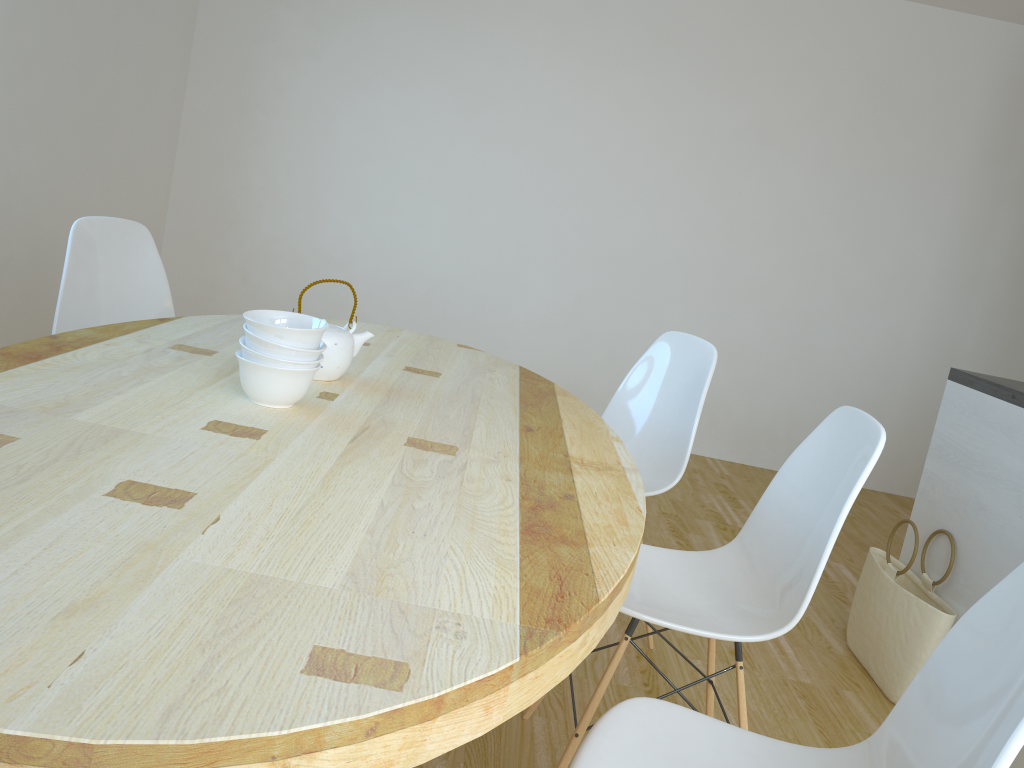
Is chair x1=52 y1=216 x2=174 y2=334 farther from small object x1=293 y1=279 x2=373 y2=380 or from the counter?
the counter

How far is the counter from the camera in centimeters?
246cm

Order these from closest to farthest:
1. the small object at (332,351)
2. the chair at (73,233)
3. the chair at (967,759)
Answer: the chair at (967,759) → the small object at (332,351) → the chair at (73,233)

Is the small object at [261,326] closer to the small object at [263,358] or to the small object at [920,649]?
the small object at [263,358]

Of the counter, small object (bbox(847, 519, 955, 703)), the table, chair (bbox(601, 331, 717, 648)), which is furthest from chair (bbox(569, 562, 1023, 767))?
the counter

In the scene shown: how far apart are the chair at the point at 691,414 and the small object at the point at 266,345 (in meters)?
1.17

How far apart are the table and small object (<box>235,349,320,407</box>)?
0.0 meters

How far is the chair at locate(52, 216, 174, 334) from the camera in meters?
2.5

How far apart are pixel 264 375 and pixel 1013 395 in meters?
2.0

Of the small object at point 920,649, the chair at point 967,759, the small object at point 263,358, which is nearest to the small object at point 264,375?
the small object at point 263,358
